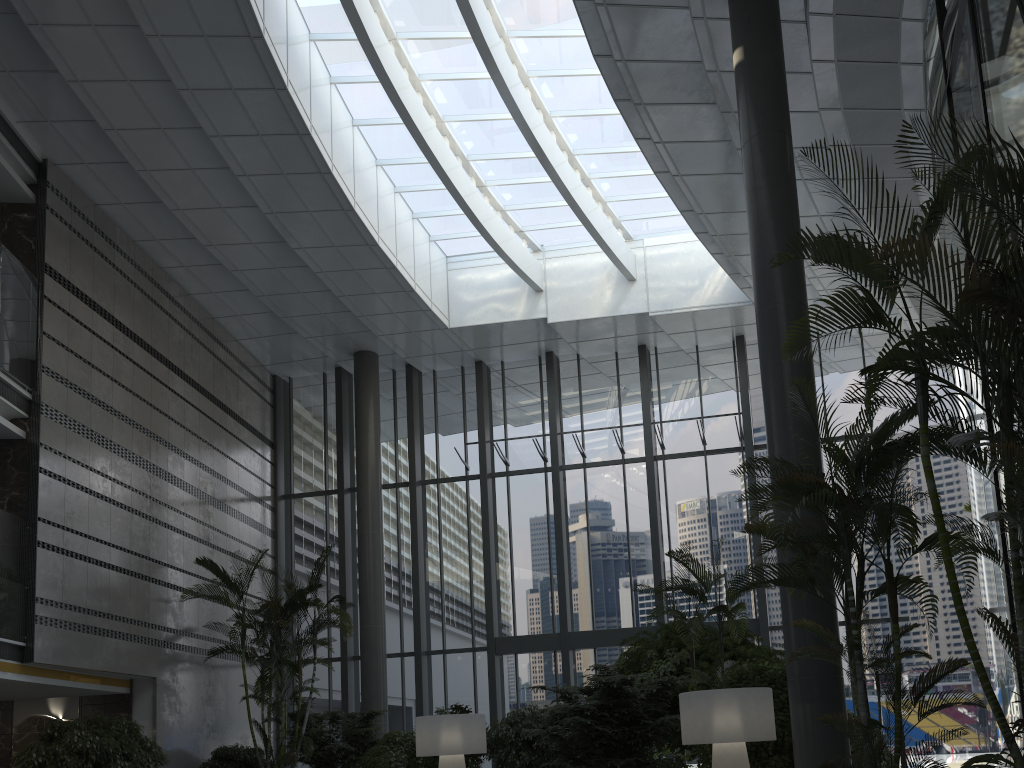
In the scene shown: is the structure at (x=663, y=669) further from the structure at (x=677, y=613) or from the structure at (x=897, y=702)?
the structure at (x=897, y=702)

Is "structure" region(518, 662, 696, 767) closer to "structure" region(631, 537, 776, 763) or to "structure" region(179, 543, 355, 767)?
"structure" region(631, 537, 776, 763)

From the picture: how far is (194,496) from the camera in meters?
13.7 m

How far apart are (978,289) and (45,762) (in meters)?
10.18

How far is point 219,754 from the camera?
11.8 meters

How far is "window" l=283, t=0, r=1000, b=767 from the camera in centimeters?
1350cm

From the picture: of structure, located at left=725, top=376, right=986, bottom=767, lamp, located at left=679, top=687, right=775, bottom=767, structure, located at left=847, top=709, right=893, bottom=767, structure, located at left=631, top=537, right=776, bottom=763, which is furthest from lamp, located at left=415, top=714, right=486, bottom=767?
structure, located at left=725, top=376, right=986, bottom=767

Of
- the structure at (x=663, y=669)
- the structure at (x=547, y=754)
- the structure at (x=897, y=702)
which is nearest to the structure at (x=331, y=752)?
the structure at (x=547, y=754)

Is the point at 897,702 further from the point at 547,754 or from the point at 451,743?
the point at 547,754

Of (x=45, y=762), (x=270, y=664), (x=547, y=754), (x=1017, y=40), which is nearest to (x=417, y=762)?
(x=547, y=754)
